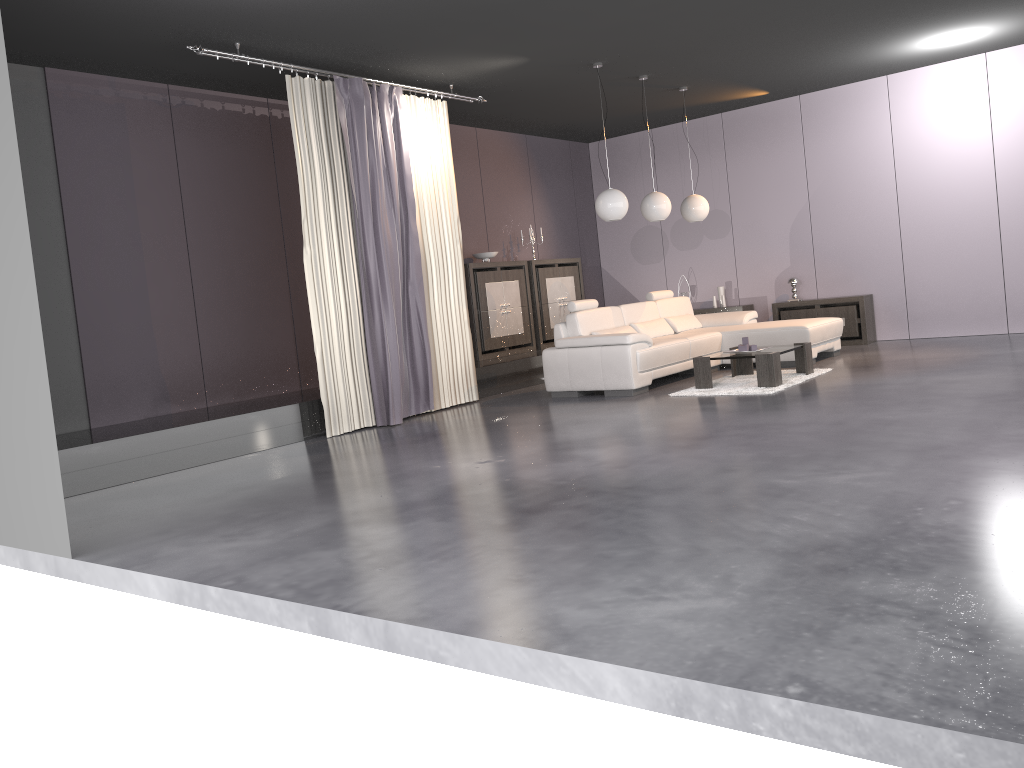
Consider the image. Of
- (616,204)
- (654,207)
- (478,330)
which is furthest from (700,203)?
(478,330)

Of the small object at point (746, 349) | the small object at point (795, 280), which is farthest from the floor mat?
the small object at point (795, 280)

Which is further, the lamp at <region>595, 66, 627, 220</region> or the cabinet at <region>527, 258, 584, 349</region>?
the cabinet at <region>527, 258, 584, 349</region>

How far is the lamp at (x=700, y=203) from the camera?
9.35m

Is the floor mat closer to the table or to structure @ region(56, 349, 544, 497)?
the table

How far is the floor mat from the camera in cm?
712

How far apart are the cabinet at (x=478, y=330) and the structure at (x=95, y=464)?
0.3m

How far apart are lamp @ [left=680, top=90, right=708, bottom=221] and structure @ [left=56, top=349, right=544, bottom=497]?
2.18m

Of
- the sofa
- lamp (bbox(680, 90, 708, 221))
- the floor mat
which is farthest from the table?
lamp (bbox(680, 90, 708, 221))

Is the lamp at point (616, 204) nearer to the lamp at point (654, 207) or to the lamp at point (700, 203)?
the lamp at point (654, 207)
